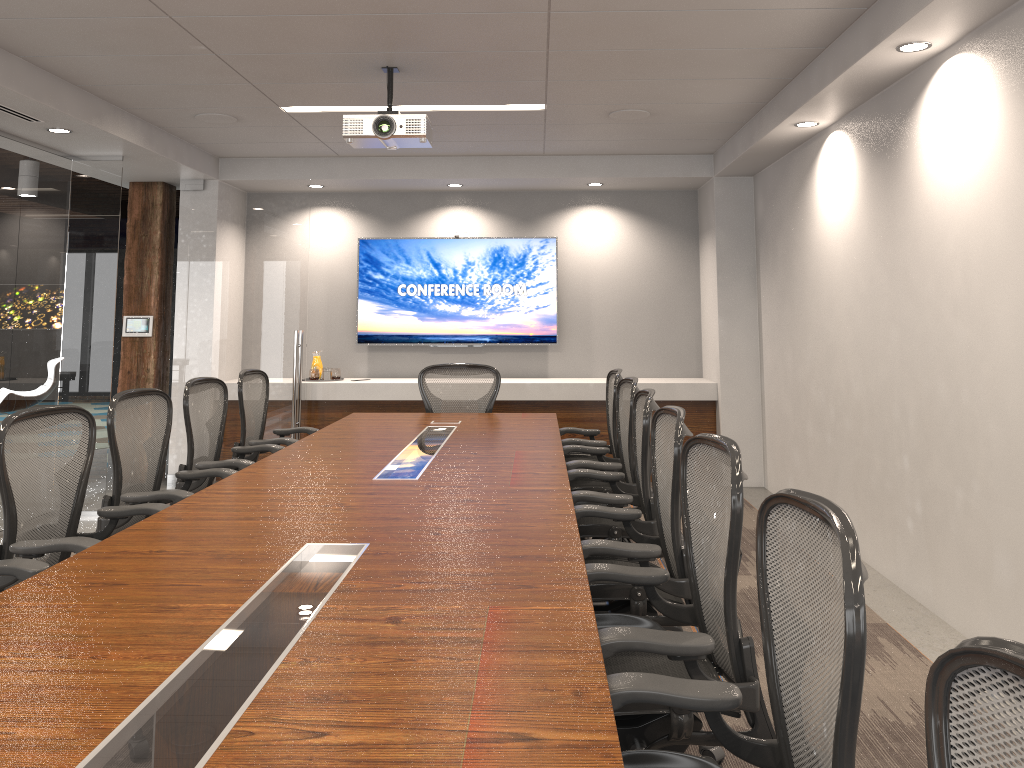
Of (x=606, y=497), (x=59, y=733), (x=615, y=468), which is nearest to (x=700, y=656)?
(x=59, y=733)

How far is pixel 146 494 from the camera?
3.8m

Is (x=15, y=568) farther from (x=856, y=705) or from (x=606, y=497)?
(x=856, y=705)

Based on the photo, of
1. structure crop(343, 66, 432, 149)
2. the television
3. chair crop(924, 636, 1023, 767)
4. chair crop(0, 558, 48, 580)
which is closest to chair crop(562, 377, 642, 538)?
structure crop(343, 66, 432, 149)

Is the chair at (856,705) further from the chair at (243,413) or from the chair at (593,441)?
the chair at (243,413)

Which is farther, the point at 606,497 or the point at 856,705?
the point at 606,497

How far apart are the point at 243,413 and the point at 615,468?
2.39m

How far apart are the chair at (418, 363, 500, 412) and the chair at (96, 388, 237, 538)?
2.2 meters

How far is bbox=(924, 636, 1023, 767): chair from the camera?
0.93m

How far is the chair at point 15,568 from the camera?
2.7 meters
